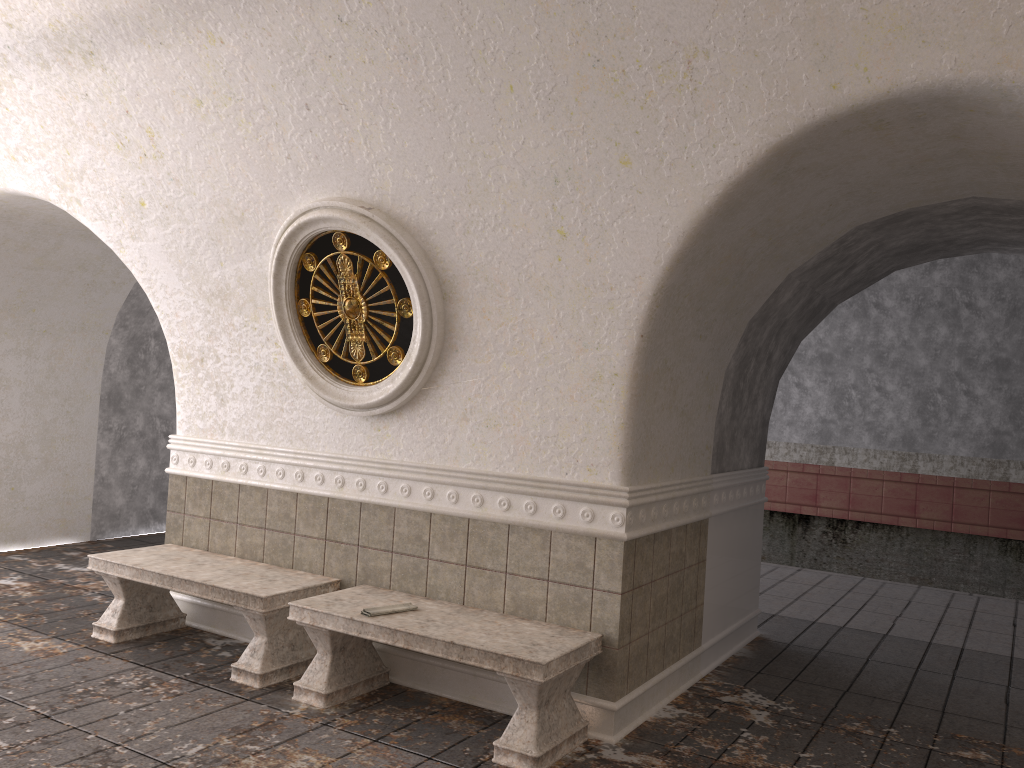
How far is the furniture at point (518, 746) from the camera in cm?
392

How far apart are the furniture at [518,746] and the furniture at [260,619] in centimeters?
22cm

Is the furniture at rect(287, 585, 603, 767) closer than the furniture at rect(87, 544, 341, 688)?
Yes

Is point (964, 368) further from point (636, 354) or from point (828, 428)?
point (636, 354)

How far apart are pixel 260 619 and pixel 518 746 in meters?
1.7 m

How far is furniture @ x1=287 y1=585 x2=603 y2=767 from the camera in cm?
392

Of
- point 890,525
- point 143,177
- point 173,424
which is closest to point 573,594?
point 143,177

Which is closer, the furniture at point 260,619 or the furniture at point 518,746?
the furniture at point 518,746

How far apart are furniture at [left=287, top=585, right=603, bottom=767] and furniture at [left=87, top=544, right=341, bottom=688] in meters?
0.2
